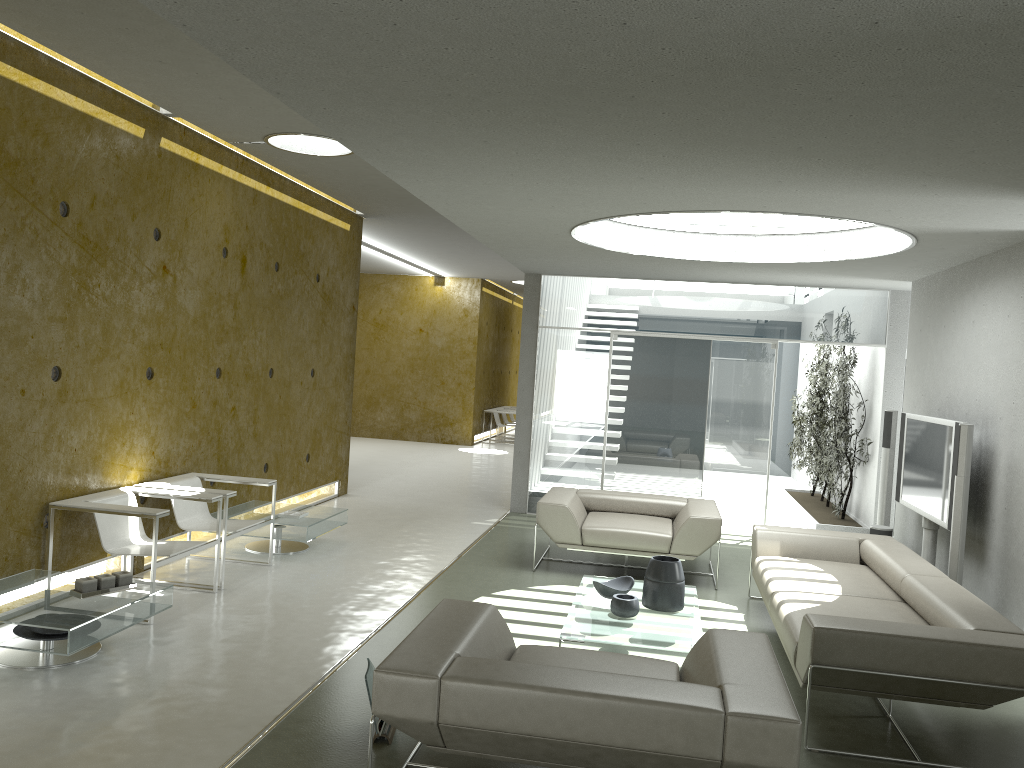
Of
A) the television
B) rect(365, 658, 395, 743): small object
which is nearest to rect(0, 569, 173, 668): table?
rect(365, 658, 395, 743): small object

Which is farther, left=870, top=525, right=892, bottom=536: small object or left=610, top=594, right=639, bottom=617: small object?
left=870, top=525, right=892, bottom=536: small object

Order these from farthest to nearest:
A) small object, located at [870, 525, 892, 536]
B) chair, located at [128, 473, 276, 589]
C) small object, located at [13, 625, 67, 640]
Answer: small object, located at [870, 525, 892, 536]
chair, located at [128, 473, 276, 589]
small object, located at [13, 625, 67, 640]

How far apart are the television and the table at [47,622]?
5.2 meters

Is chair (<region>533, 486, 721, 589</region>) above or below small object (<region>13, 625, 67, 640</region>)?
above

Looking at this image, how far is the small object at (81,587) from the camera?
4.7m

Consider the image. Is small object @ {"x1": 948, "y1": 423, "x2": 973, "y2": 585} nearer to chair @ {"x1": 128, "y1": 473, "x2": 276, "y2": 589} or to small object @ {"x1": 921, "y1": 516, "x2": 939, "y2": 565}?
small object @ {"x1": 921, "y1": 516, "x2": 939, "y2": 565}

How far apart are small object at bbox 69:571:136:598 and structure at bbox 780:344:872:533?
7.2m

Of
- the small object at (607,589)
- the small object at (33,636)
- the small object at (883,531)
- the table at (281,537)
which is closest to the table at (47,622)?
the small object at (33,636)

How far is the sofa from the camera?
3.95m
